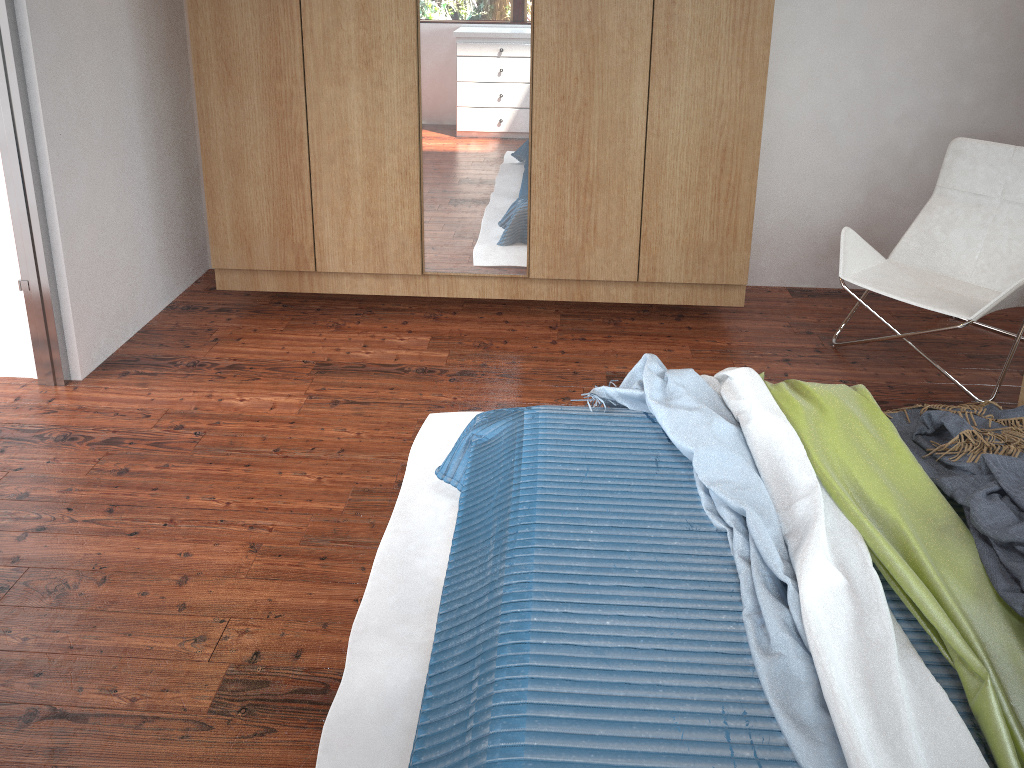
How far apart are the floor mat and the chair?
1.52m

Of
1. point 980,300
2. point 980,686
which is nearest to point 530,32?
point 980,300

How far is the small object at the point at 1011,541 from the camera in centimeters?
173cm

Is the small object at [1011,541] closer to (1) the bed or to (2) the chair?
(1) the bed

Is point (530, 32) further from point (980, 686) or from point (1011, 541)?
point (980, 686)

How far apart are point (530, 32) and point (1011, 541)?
2.3m

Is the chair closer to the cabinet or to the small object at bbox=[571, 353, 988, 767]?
the cabinet

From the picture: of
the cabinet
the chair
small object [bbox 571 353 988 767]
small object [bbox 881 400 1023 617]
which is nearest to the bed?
small object [bbox 571 353 988 767]

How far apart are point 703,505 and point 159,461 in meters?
1.7 m

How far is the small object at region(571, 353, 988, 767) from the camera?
1.42m
